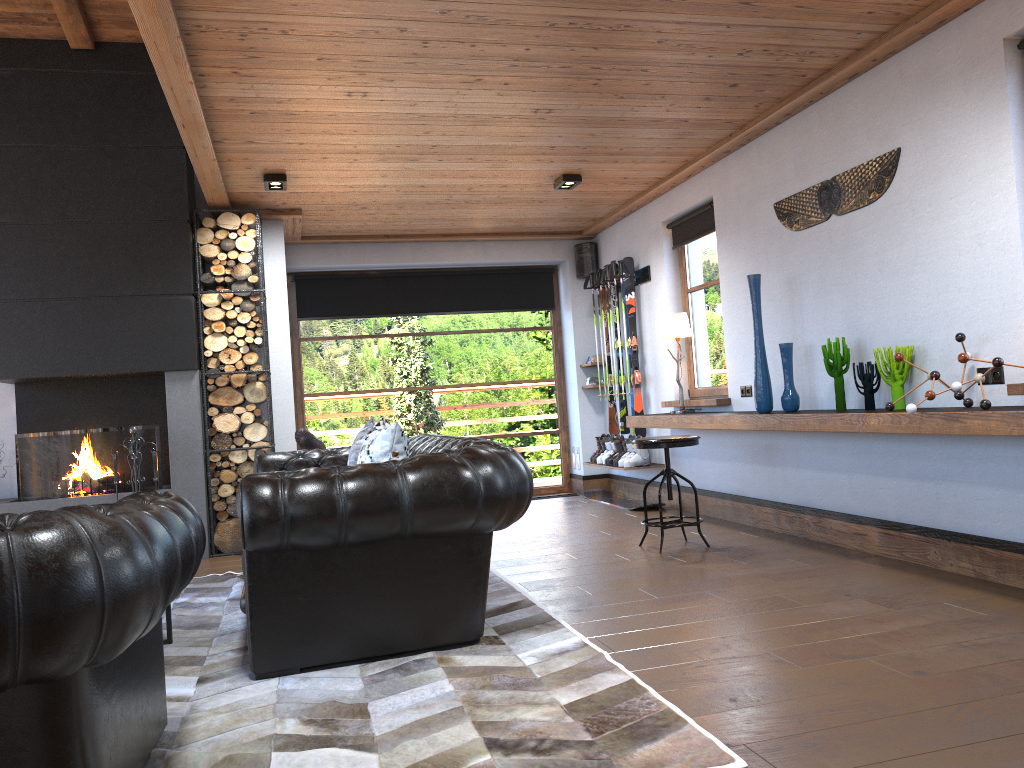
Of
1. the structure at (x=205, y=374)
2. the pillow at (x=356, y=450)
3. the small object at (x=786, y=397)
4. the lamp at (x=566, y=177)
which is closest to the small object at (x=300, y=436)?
the pillow at (x=356, y=450)

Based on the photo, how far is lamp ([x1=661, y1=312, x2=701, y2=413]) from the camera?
6.85m

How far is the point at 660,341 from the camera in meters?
7.7

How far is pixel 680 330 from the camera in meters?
6.9 m

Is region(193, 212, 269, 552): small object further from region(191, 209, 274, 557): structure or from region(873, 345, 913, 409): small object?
region(873, 345, 913, 409): small object

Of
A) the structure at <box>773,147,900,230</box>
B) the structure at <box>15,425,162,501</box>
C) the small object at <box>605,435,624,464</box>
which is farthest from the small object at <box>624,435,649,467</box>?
the structure at <box>15,425,162,501</box>

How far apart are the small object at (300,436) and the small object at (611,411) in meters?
3.4 m

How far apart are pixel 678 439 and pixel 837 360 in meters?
1.1 m

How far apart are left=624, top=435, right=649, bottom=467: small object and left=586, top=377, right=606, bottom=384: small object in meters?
1.3 m

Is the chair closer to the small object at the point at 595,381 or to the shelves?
the shelves
